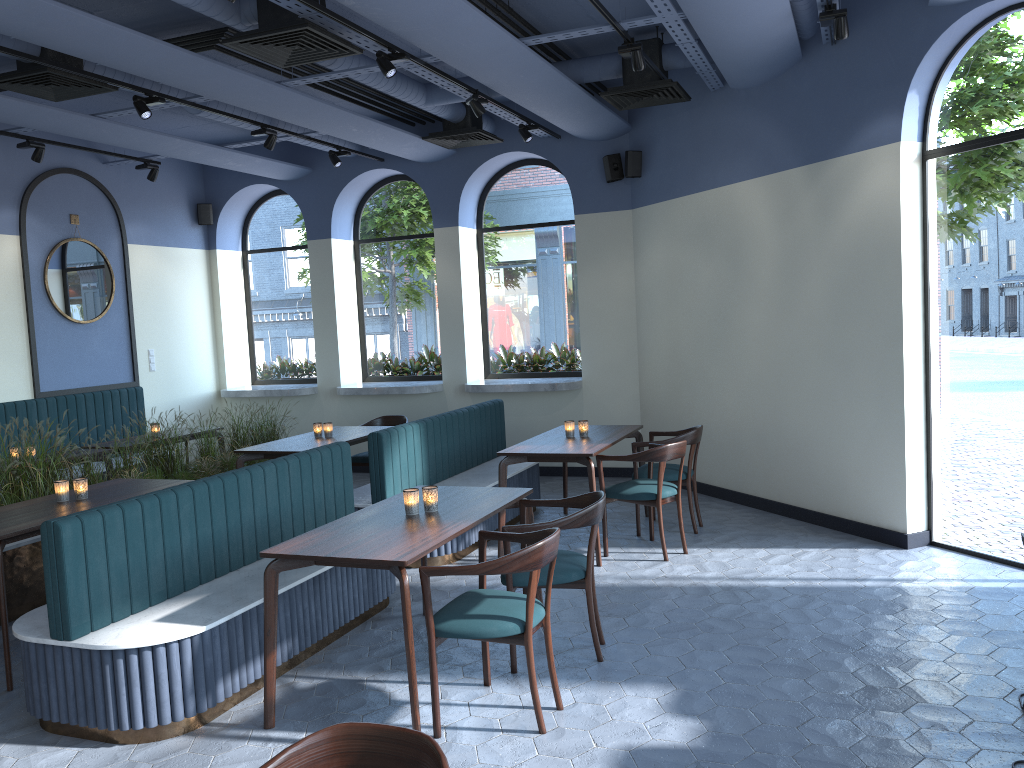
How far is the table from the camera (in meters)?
3.61

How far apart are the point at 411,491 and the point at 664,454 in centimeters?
219cm

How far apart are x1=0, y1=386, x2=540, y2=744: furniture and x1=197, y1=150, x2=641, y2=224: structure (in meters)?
2.24

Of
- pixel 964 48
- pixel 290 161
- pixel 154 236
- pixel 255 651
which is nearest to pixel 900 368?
pixel 964 48

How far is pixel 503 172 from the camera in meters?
9.7 m

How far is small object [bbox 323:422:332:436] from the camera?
7.4 meters

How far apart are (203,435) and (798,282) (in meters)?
4.99

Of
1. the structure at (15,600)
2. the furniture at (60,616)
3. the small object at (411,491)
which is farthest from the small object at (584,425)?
the structure at (15,600)

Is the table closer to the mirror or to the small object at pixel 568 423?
the small object at pixel 568 423

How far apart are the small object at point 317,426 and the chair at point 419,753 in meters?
5.6
